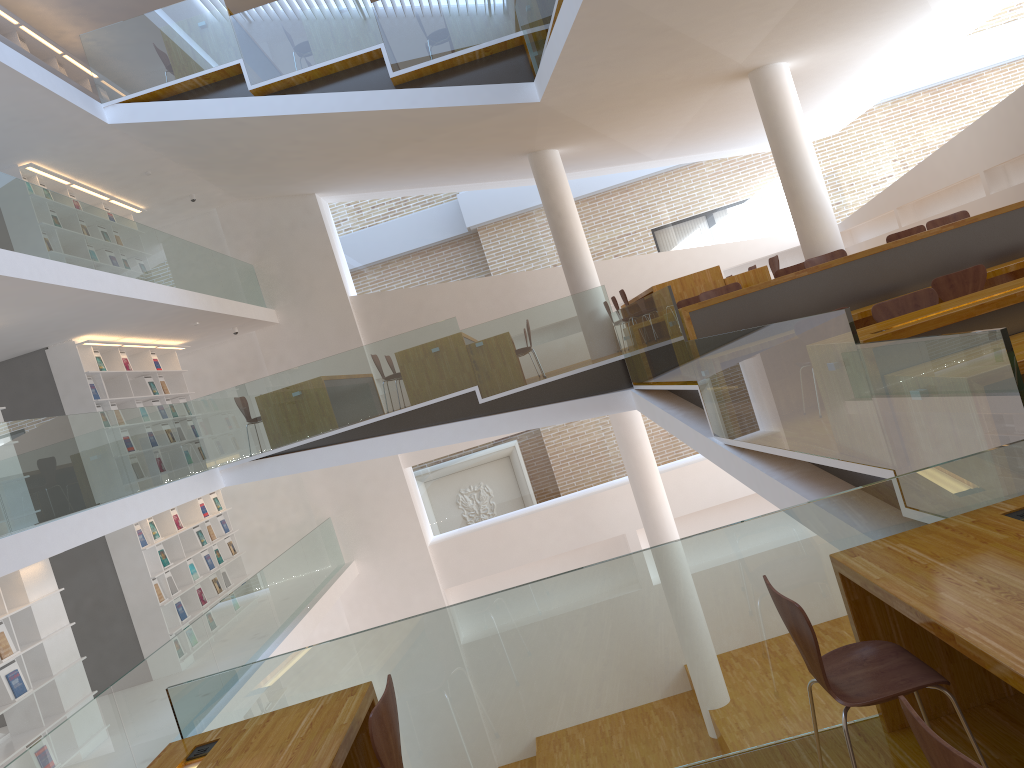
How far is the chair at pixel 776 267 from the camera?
10.32m

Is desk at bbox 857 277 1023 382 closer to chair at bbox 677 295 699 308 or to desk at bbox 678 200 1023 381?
desk at bbox 678 200 1023 381

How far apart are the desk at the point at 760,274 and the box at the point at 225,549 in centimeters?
688cm

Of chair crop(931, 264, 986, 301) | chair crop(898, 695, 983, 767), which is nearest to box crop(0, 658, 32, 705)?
chair crop(898, 695, 983, 767)

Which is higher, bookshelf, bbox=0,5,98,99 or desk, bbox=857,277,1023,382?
bookshelf, bbox=0,5,98,99

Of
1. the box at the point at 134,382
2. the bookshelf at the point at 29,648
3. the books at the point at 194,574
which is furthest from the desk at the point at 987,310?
the box at the point at 134,382

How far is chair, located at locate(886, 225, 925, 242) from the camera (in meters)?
8.40

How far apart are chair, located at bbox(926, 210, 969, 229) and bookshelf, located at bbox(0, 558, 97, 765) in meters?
8.4

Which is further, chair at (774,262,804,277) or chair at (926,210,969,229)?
chair at (774,262,804,277)

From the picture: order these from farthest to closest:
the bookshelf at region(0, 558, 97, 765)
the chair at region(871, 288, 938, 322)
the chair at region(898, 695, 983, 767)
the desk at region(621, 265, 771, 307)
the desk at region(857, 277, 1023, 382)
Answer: the desk at region(621, 265, 771, 307), the bookshelf at region(0, 558, 97, 765), the chair at region(871, 288, 938, 322), the desk at region(857, 277, 1023, 382), the chair at region(898, 695, 983, 767)
